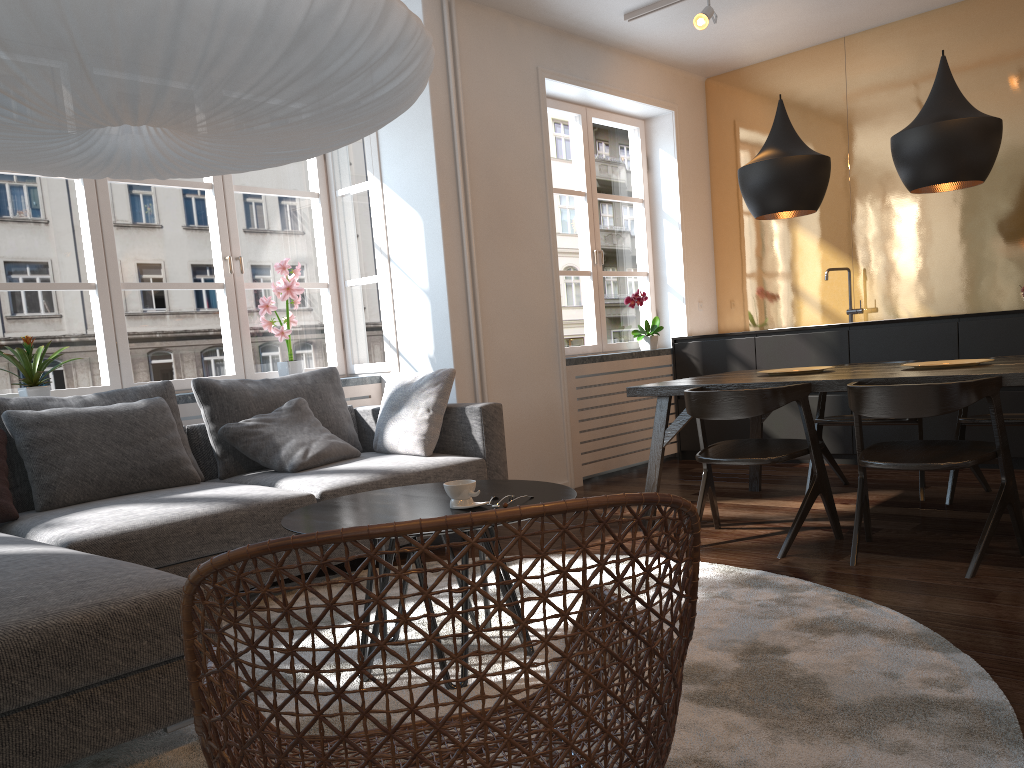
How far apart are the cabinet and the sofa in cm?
242

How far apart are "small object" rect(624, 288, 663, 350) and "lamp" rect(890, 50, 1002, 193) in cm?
246

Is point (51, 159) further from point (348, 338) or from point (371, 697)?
point (348, 338)

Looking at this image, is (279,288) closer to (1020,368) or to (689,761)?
(1020,368)

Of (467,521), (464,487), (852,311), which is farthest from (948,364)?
(467,521)

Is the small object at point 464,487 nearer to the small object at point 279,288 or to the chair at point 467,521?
the chair at point 467,521

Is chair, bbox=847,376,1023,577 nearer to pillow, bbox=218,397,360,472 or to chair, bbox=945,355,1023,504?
chair, bbox=945,355,1023,504

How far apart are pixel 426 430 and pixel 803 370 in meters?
1.8 m

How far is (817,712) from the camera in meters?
2.0

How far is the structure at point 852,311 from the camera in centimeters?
603cm
